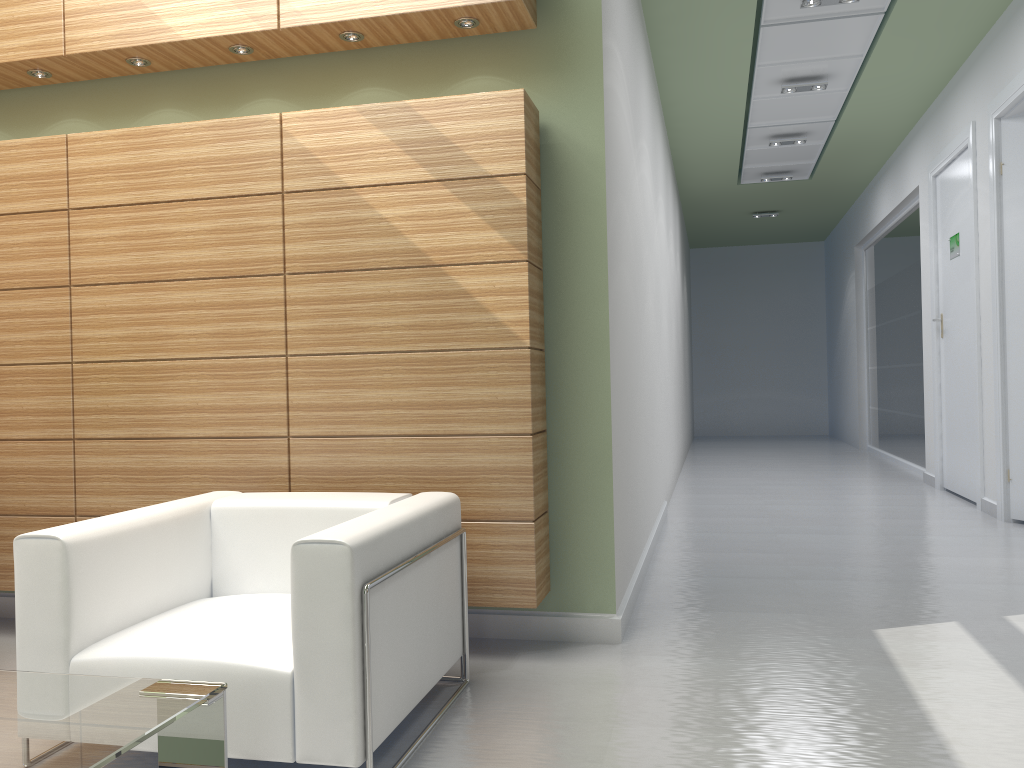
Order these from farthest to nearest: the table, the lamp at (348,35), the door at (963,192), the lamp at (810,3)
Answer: the door at (963,192)
the lamp at (810,3)
the lamp at (348,35)
the table

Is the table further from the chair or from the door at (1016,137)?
the door at (1016,137)

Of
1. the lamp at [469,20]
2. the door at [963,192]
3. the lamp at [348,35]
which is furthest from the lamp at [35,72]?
the door at [963,192]

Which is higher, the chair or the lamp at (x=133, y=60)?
the lamp at (x=133, y=60)

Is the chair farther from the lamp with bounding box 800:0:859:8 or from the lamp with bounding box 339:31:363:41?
the lamp with bounding box 800:0:859:8

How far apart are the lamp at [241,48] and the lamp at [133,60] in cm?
78

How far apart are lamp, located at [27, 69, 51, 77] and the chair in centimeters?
393cm

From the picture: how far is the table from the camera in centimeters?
286cm

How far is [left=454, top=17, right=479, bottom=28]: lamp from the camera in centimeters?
631cm

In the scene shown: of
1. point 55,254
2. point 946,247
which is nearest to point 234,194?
point 55,254
